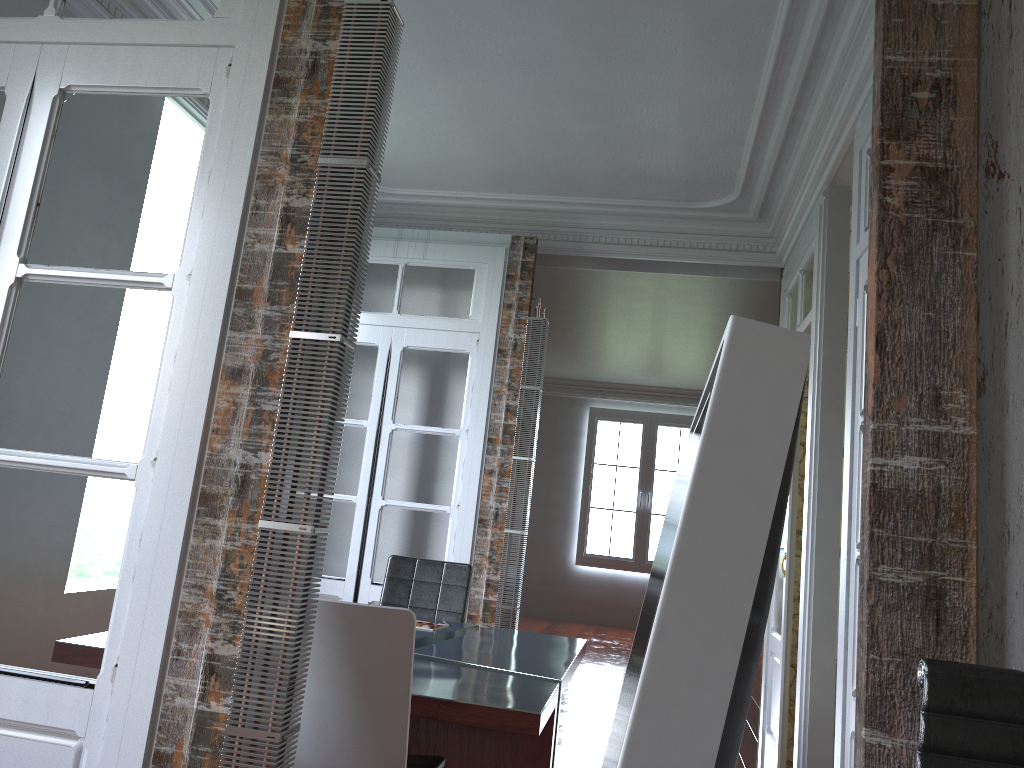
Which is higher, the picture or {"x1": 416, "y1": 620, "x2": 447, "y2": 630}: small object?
the picture

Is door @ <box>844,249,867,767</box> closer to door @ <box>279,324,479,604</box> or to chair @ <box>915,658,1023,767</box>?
chair @ <box>915,658,1023,767</box>

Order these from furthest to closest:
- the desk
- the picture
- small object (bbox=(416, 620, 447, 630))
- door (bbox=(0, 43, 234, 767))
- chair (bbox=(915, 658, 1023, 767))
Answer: the picture → small object (bbox=(416, 620, 447, 630)) → the desk → door (bbox=(0, 43, 234, 767)) → chair (bbox=(915, 658, 1023, 767))

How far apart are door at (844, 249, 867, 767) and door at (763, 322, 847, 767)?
1.5 meters

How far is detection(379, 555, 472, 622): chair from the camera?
4.3m

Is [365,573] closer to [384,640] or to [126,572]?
[384,640]

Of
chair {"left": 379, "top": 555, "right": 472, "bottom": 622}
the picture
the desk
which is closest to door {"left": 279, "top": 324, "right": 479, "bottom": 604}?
chair {"left": 379, "top": 555, "right": 472, "bottom": 622}

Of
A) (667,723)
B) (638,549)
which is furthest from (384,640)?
(638,549)

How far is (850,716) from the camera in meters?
2.8

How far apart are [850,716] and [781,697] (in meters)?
1.52
